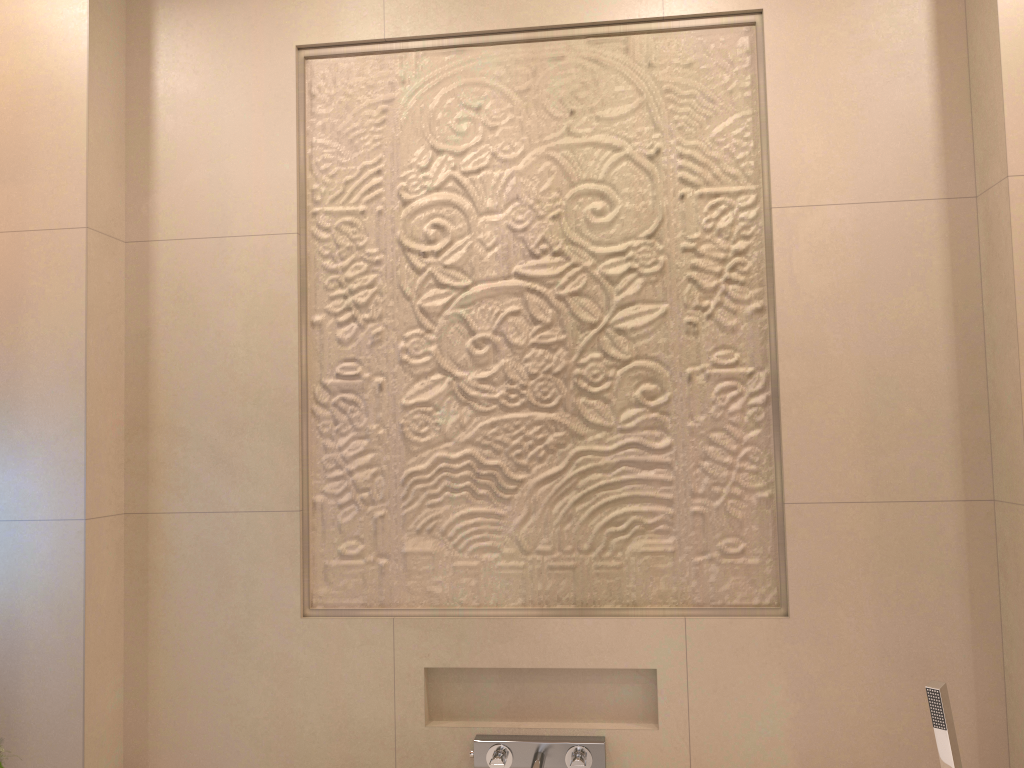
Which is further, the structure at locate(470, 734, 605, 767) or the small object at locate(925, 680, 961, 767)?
the structure at locate(470, 734, 605, 767)

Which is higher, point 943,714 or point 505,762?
point 943,714

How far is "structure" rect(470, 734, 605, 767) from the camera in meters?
1.9 m

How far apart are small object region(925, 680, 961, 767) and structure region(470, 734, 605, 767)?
0.65m

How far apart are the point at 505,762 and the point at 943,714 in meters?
0.9

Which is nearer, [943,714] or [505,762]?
[943,714]

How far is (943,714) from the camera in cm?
164

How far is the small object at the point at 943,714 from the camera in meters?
1.6

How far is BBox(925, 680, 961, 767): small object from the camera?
1.6m
